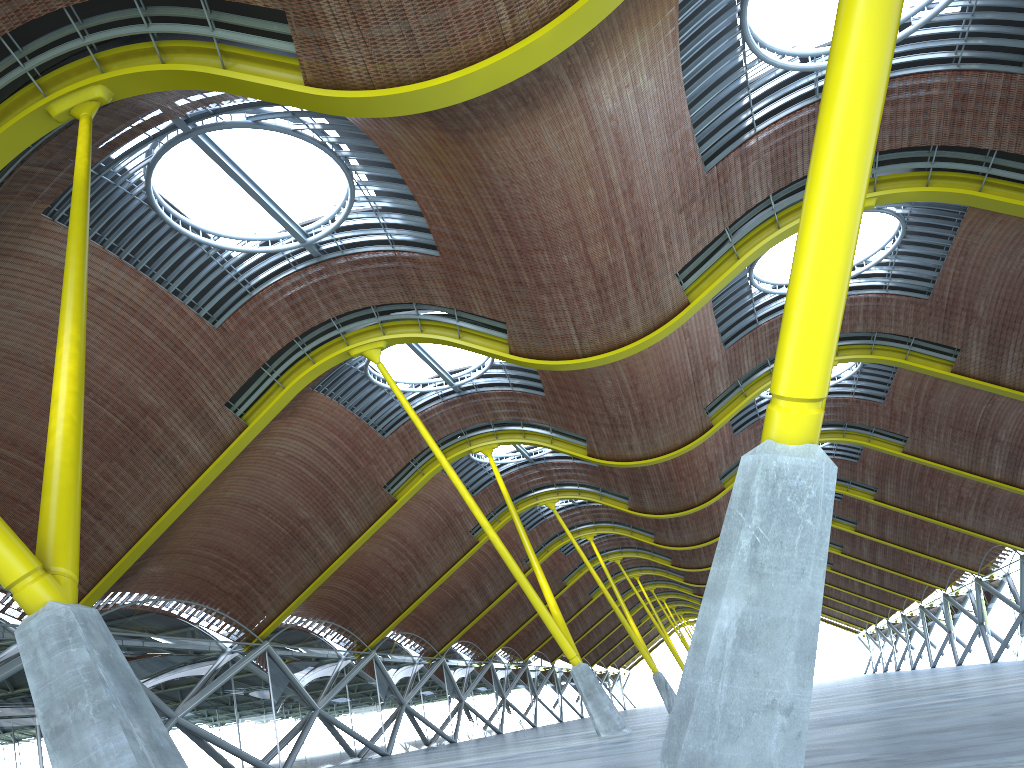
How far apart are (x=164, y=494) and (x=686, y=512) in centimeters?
2766cm
